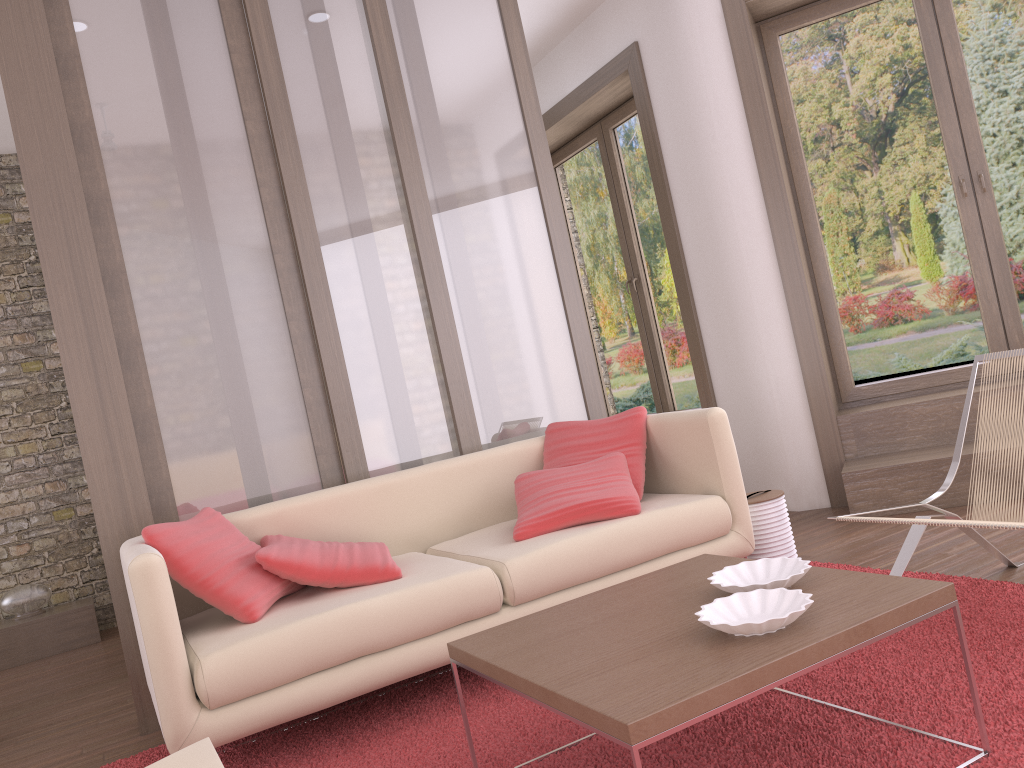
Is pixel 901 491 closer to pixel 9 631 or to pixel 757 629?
pixel 757 629

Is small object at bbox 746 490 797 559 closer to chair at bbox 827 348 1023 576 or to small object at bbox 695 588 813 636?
chair at bbox 827 348 1023 576

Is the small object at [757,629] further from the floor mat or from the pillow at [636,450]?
the pillow at [636,450]

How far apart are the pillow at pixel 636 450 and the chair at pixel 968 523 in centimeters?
101cm

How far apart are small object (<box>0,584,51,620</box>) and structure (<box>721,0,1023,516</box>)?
4.8m

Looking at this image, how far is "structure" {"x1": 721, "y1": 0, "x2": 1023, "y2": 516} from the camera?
4.29m

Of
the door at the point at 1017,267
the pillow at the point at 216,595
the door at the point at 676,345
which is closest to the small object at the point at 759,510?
the door at the point at 1017,267

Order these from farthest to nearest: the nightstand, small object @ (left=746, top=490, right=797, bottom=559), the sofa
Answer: the nightstand → small object @ (left=746, top=490, right=797, bottom=559) → the sofa

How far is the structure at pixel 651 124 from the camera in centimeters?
533cm

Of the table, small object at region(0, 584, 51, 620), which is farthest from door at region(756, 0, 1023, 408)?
small object at region(0, 584, 51, 620)
